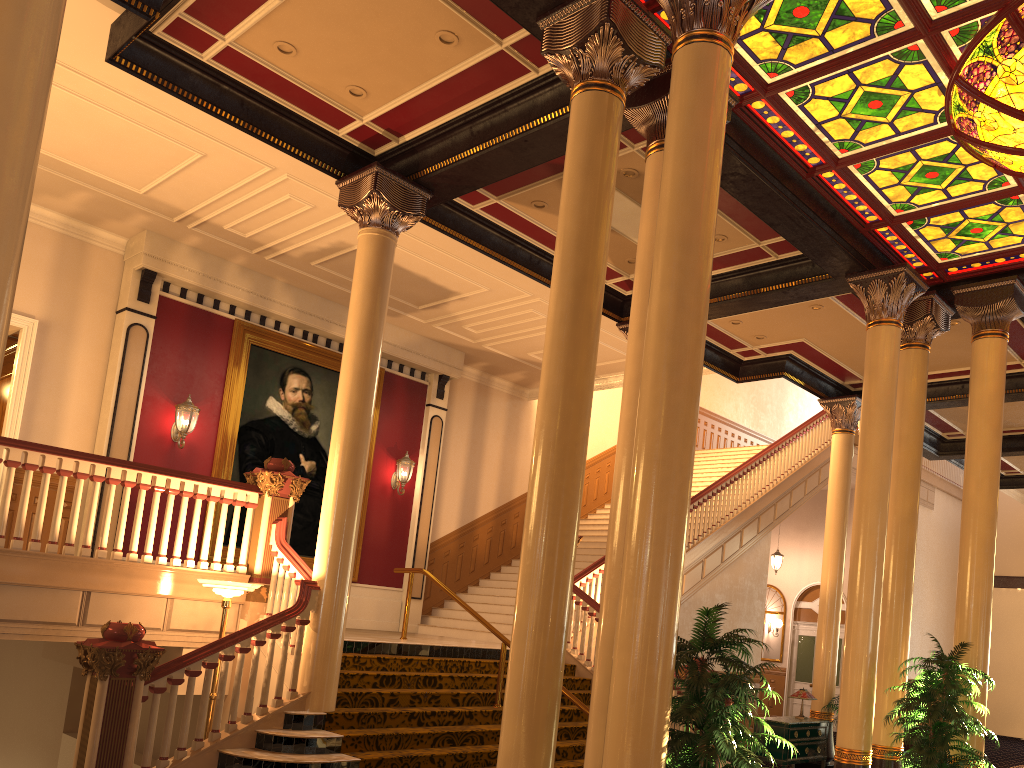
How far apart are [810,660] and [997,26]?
16.67m

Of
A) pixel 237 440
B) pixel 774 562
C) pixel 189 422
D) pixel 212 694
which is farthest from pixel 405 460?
pixel 774 562

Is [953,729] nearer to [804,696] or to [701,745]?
[701,745]

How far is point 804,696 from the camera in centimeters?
1180cm

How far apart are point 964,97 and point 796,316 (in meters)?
5.12

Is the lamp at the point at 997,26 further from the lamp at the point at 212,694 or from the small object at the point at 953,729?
the lamp at the point at 212,694

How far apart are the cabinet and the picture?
6.8 meters

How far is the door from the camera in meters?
19.8

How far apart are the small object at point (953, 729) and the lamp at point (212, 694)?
5.8m

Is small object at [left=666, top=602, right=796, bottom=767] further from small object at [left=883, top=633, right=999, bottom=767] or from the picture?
the picture
